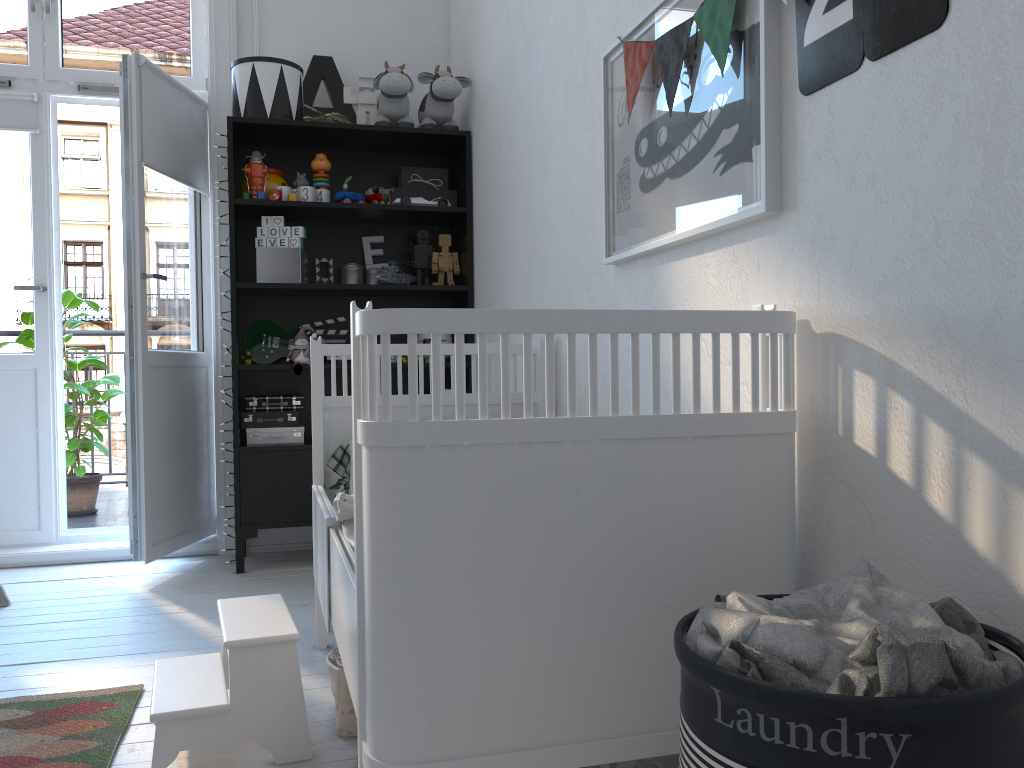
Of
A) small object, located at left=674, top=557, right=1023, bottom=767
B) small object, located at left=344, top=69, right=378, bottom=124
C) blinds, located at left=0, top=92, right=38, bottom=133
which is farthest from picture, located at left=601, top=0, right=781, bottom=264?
blinds, located at left=0, top=92, right=38, bottom=133

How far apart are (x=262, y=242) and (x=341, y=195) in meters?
0.4

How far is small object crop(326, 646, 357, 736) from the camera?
1.8m

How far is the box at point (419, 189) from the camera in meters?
3.6 m

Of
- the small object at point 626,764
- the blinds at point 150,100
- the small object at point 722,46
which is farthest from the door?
the small object at point 626,764

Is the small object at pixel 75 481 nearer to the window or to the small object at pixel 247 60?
the window

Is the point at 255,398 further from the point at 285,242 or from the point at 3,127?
the point at 3,127

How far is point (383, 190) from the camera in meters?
3.7

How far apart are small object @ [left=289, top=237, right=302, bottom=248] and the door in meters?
0.5 m

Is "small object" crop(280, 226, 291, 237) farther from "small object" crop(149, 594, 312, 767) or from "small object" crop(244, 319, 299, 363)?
"small object" crop(149, 594, 312, 767)
